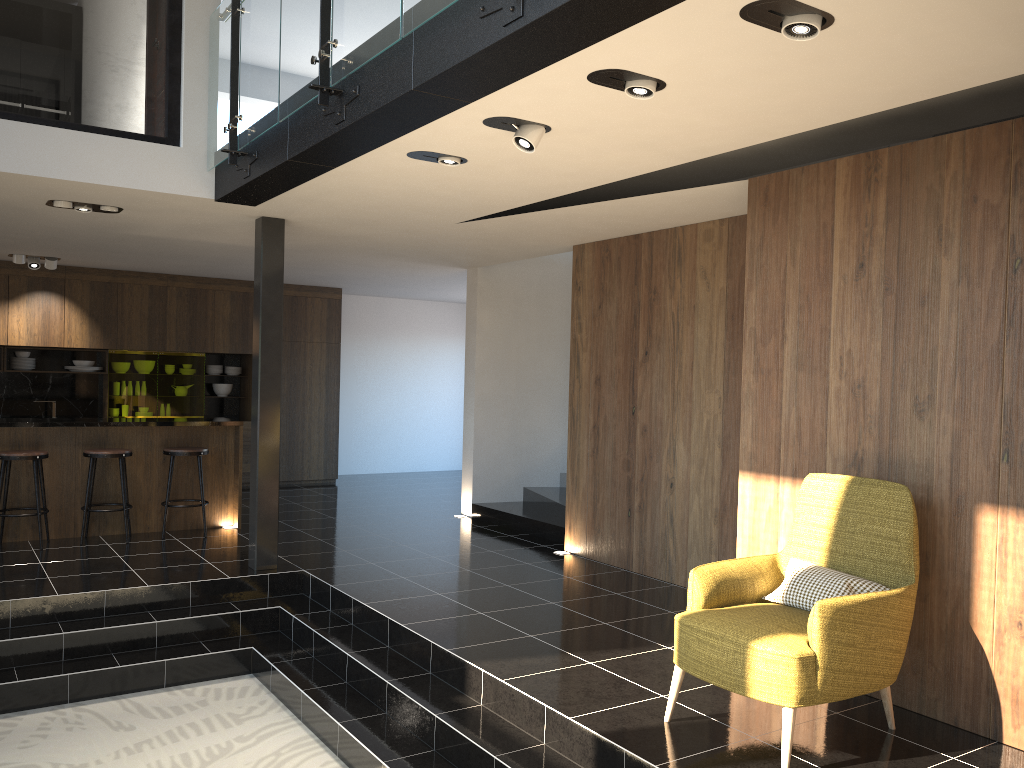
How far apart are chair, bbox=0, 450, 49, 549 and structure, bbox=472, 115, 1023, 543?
4.1m

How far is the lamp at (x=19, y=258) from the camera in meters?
9.5 m

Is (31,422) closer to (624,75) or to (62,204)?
(62,204)

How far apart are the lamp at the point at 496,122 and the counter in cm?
524

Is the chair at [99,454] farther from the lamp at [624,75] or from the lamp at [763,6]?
the lamp at [763,6]

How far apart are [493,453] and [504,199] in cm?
429

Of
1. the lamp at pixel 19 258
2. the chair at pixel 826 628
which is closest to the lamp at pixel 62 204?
the lamp at pixel 19 258

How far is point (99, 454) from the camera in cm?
757

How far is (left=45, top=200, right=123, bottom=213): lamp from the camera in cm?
632

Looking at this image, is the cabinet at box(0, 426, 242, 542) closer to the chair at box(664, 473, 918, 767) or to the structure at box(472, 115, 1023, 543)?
the structure at box(472, 115, 1023, 543)
